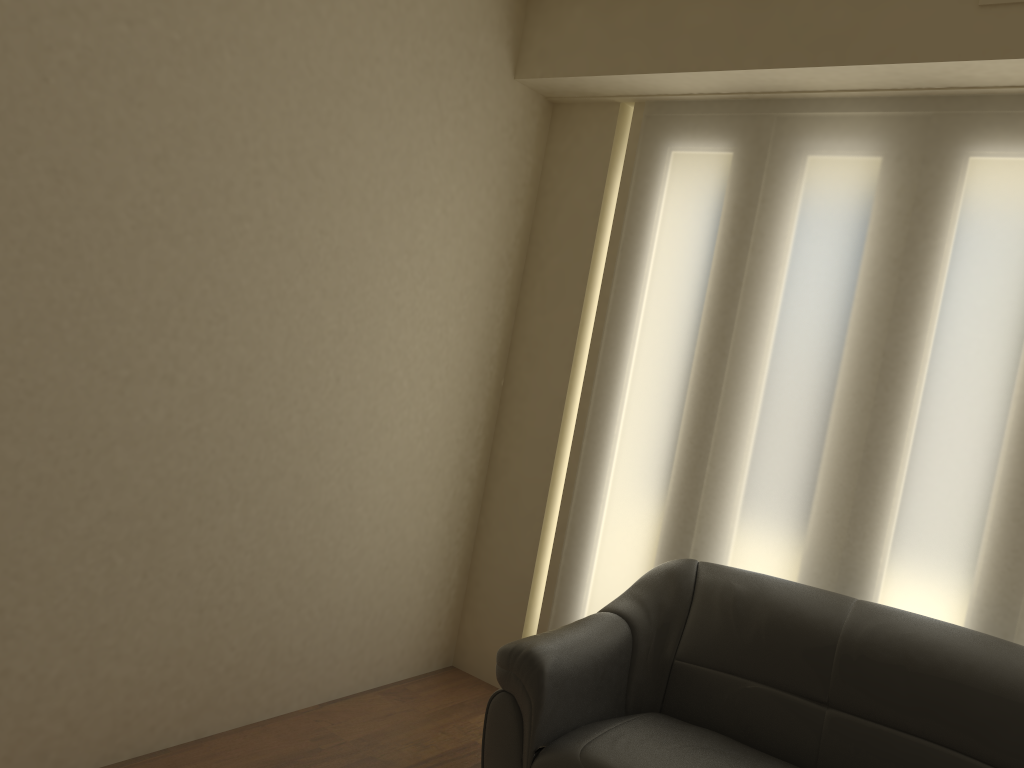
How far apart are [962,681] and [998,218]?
1.4 meters

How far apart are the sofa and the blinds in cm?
21

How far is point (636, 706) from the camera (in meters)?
2.96

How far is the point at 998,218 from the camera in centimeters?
285cm

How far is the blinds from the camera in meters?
2.8

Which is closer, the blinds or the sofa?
the sofa

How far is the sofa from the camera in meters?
2.5 m

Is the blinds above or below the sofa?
above

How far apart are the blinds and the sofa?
0.2 meters

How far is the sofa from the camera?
2.5 meters
